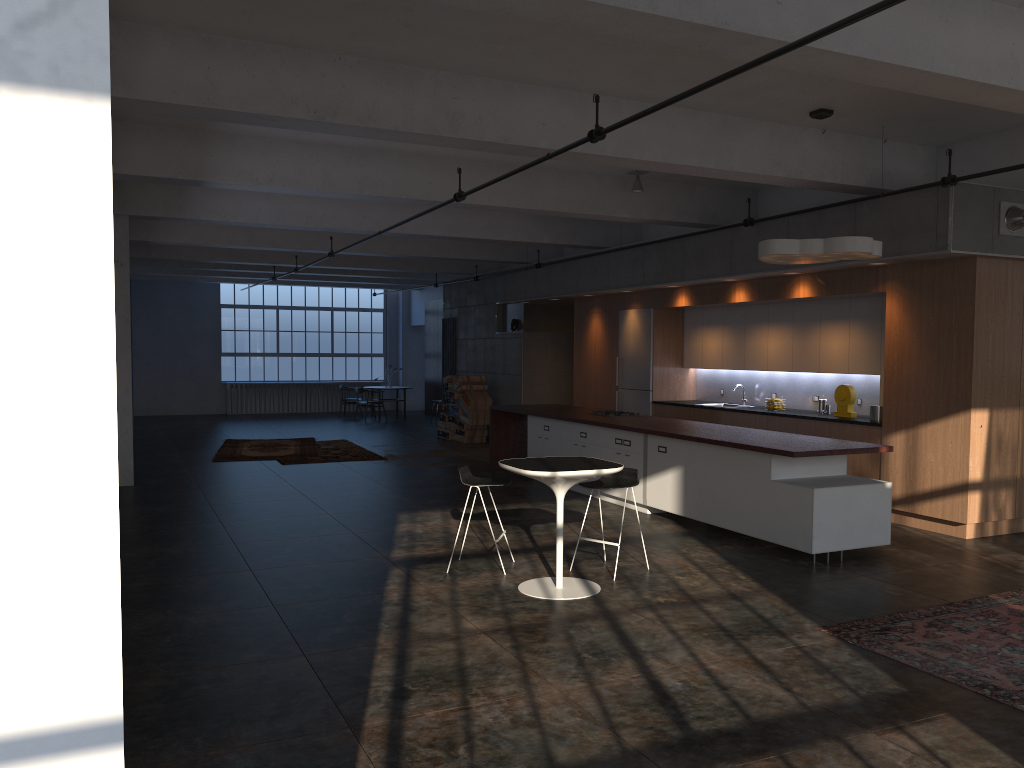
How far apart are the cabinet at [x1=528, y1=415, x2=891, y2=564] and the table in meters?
1.9

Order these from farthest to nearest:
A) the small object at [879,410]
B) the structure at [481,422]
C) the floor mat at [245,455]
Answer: the structure at [481,422] → the floor mat at [245,455] → the small object at [879,410]

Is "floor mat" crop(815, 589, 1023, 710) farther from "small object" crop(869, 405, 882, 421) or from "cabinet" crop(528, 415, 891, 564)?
"small object" crop(869, 405, 882, 421)

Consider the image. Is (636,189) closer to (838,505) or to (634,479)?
(634,479)

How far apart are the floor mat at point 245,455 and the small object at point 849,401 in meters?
8.6

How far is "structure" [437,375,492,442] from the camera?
17.0 meters

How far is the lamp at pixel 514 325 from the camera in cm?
1684

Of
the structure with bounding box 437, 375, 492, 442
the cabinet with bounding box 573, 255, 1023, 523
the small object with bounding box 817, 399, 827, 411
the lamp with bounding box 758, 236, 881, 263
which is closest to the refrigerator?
the cabinet with bounding box 573, 255, 1023, 523

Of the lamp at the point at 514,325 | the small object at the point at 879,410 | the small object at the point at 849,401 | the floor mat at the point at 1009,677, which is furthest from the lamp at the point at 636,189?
the lamp at the point at 514,325

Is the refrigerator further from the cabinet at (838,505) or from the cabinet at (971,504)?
the cabinet at (838,505)
